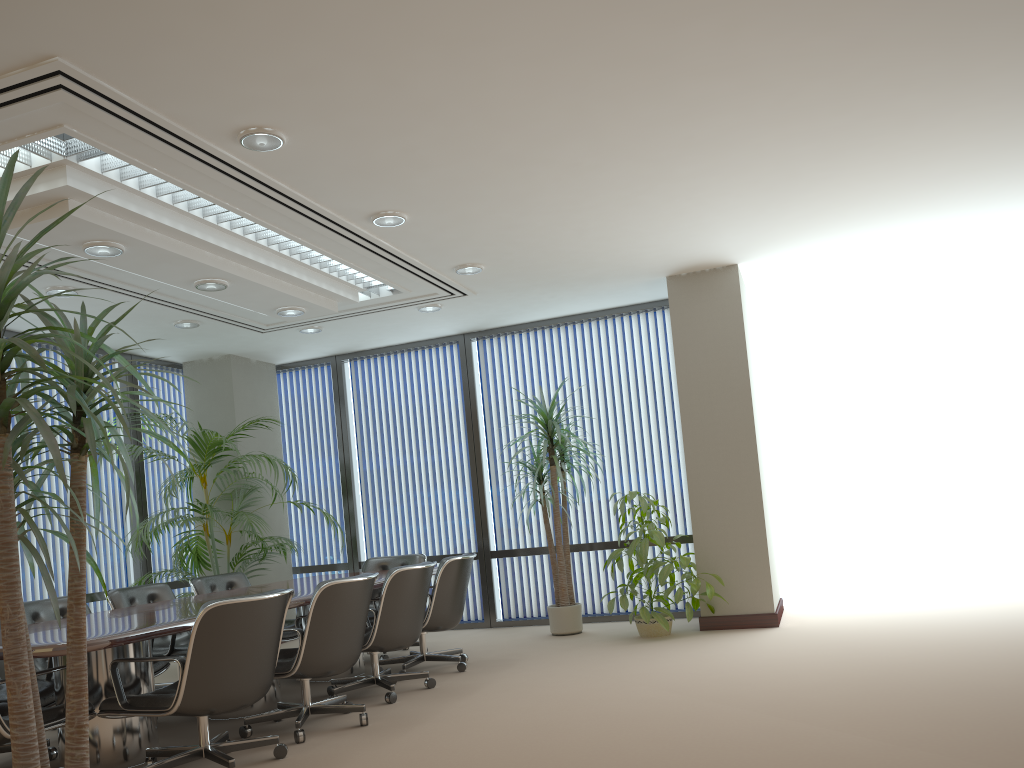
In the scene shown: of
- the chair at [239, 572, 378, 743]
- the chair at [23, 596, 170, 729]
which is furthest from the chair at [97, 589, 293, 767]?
the chair at [23, 596, 170, 729]

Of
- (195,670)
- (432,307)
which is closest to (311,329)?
(432,307)

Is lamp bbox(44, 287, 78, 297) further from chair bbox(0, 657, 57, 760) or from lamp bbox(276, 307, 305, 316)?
chair bbox(0, 657, 57, 760)

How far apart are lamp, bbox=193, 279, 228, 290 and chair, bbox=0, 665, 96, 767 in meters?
2.8 m

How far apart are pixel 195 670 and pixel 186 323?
4.4m

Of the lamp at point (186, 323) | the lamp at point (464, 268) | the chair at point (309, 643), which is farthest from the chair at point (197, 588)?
the lamp at point (464, 268)

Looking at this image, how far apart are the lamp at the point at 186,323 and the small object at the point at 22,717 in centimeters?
544cm

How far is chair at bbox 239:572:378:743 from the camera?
4.69m

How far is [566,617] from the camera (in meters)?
7.74

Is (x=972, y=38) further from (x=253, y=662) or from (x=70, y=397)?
(x=253, y=662)
